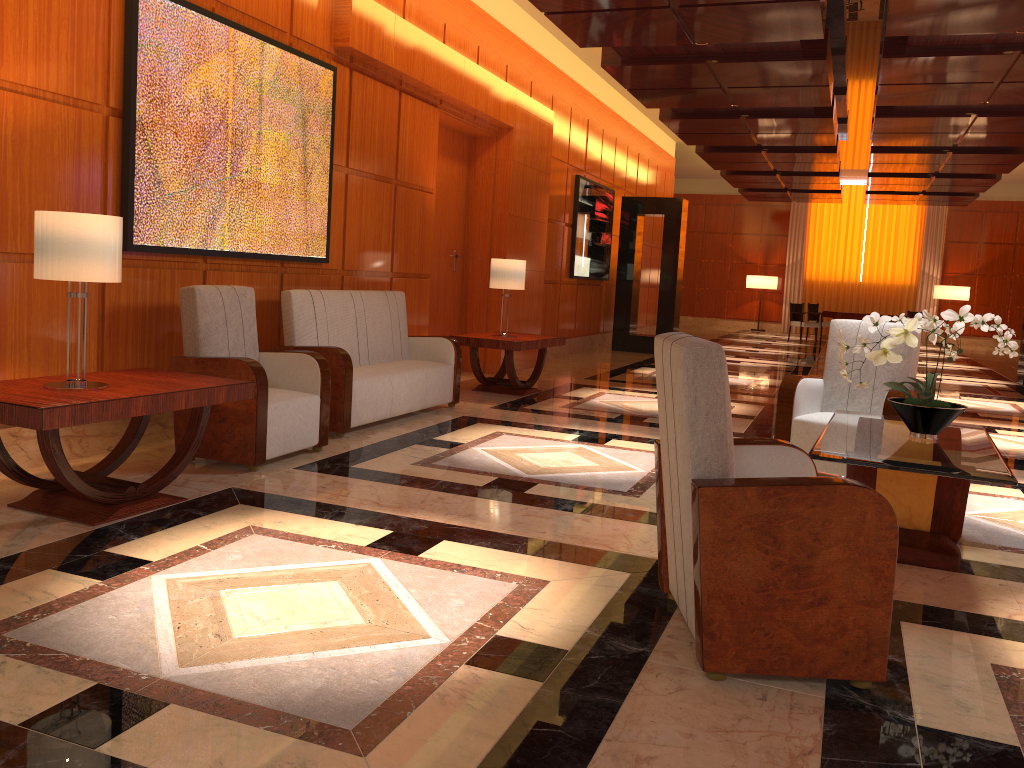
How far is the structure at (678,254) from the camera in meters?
13.9

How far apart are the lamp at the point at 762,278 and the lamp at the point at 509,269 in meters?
16.7 m

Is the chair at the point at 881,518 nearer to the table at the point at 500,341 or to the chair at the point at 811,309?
the table at the point at 500,341

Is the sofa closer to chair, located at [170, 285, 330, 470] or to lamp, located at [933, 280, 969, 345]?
chair, located at [170, 285, 330, 470]

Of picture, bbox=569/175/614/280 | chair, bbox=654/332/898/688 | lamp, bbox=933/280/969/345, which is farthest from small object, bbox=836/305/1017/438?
lamp, bbox=933/280/969/345

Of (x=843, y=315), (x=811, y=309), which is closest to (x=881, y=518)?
(x=843, y=315)

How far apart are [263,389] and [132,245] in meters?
1.1

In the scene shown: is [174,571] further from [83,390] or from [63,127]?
[63,127]

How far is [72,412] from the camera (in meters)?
3.37

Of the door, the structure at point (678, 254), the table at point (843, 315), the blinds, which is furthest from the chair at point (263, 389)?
the blinds
